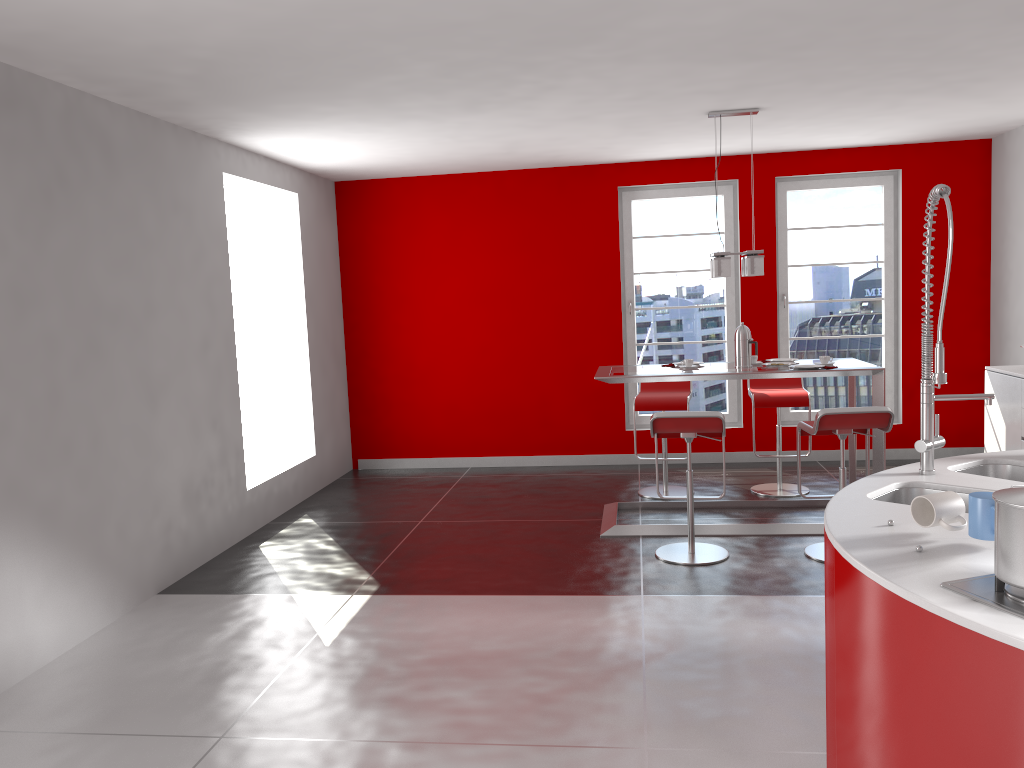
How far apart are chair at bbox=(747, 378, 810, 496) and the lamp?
1.1m

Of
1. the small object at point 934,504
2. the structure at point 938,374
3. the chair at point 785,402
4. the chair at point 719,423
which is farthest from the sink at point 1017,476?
the chair at point 785,402

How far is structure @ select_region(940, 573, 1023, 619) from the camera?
1.7m

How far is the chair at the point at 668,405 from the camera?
6.37m

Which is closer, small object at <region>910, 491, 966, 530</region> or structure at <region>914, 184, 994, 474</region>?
small object at <region>910, 491, 966, 530</region>

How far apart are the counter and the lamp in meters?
2.5

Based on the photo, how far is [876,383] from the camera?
5.3m

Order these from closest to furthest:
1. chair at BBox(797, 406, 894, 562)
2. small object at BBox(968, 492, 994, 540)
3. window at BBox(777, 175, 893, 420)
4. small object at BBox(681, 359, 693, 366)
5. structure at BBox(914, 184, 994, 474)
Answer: small object at BBox(968, 492, 994, 540) < structure at BBox(914, 184, 994, 474) < chair at BBox(797, 406, 894, 562) < small object at BBox(681, 359, 693, 366) < window at BBox(777, 175, 893, 420)

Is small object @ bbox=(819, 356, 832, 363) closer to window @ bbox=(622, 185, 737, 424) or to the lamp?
the lamp

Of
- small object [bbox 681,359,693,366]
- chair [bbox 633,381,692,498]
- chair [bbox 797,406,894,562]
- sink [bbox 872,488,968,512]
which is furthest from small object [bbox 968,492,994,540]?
chair [bbox 633,381,692,498]
